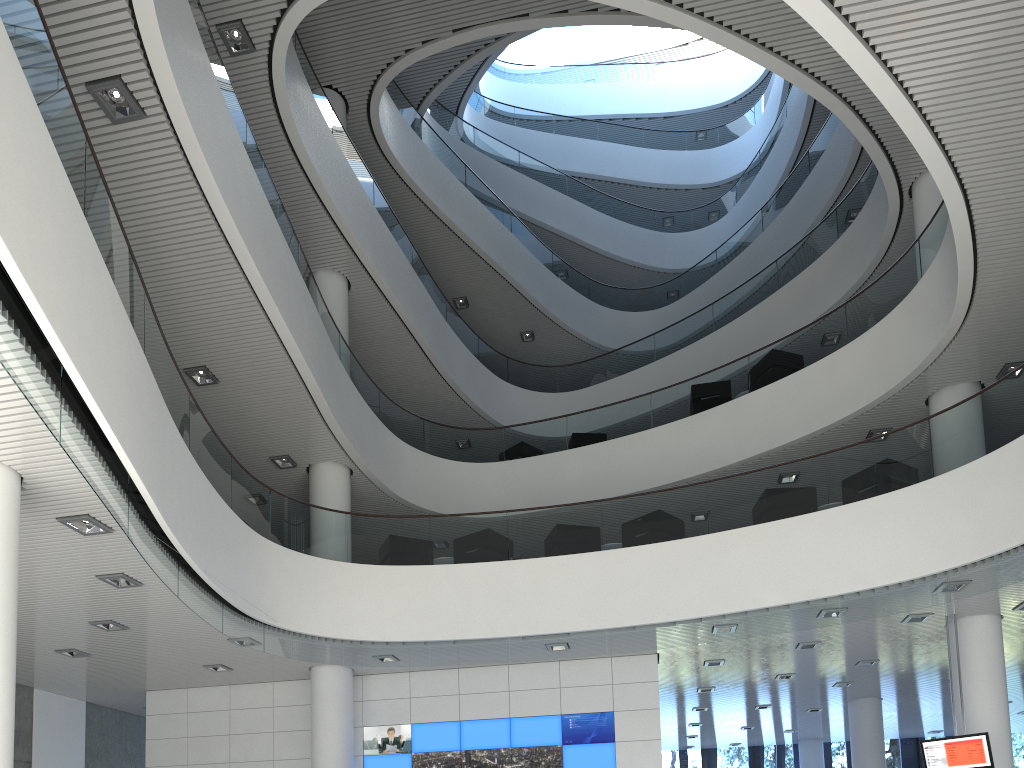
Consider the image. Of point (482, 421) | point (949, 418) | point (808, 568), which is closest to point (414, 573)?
point (808, 568)

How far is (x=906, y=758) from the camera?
14.2m

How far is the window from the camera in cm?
1421

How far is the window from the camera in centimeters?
1421cm
